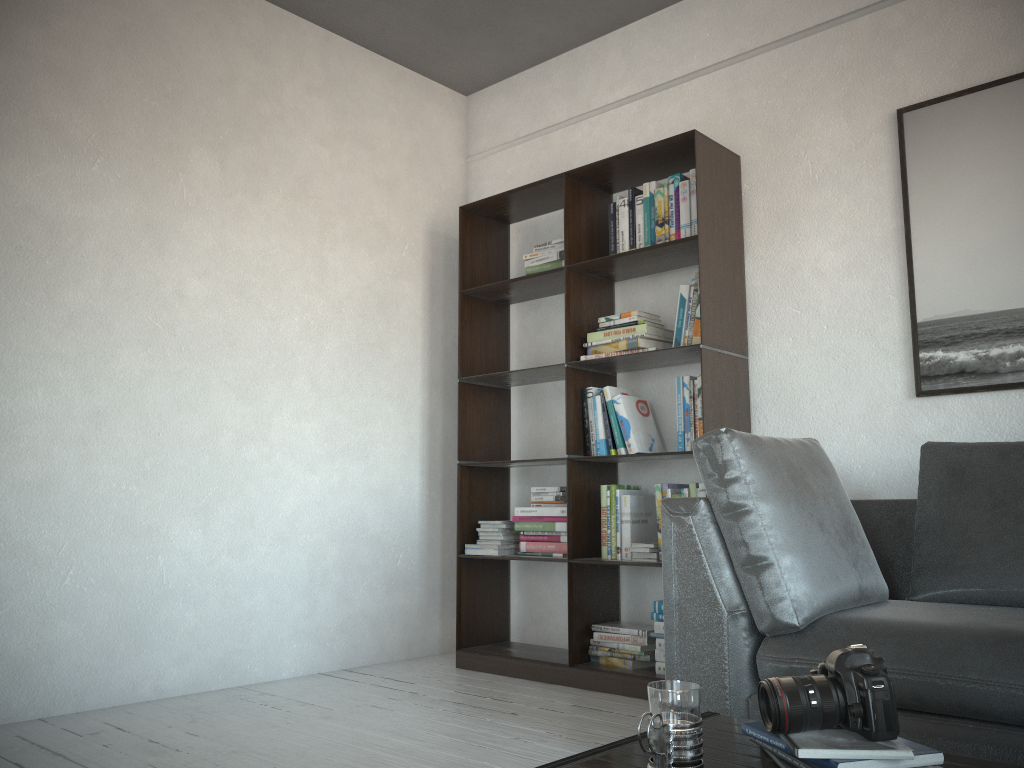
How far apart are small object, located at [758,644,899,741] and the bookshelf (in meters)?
1.94

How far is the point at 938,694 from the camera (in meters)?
1.86

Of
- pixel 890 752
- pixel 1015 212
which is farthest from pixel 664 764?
pixel 1015 212

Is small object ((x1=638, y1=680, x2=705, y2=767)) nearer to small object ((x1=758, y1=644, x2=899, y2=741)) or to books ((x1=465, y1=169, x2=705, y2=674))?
small object ((x1=758, y1=644, x2=899, y2=741))

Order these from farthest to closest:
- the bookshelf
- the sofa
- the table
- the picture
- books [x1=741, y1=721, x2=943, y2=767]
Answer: the bookshelf → the picture → the sofa → the table → books [x1=741, y1=721, x2=943, y2=767]

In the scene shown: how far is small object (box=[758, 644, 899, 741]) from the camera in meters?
1.2

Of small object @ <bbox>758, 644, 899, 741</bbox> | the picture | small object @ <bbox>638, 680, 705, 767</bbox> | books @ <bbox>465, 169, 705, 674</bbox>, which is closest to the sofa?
the picture

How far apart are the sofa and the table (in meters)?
0.60

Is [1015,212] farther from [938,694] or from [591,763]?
[591,763]

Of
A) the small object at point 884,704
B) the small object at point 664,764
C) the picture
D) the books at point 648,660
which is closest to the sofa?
the picture
